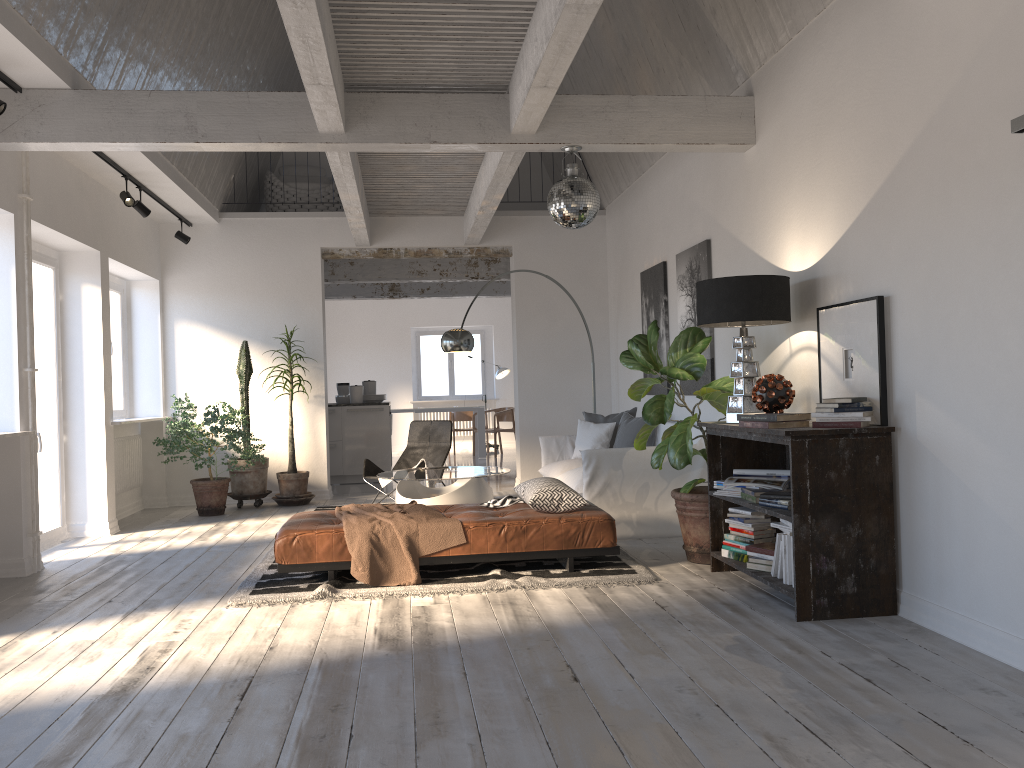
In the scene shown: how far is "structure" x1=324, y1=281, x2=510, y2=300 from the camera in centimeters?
1380cm

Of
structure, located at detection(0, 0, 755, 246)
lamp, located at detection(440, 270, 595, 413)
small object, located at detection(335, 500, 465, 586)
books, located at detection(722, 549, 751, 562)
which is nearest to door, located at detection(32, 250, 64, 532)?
structure, located at detection(0, 0, 755, 246)

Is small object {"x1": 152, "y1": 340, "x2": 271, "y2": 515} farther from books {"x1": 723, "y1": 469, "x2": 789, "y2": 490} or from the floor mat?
books {"x1": 723, "y1": 469, "x2": 789, "y2": 490}

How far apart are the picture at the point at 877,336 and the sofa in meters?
1.8 m

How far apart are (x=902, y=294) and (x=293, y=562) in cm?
351

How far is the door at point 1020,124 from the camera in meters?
3.2 m

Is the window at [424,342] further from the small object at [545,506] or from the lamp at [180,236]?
the small object at [545,506]

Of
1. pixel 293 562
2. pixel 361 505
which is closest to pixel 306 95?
pixel 361 505

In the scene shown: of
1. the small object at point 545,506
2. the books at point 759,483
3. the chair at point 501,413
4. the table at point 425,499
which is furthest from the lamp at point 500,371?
the books at point 759,483

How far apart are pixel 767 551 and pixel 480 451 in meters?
10.2
